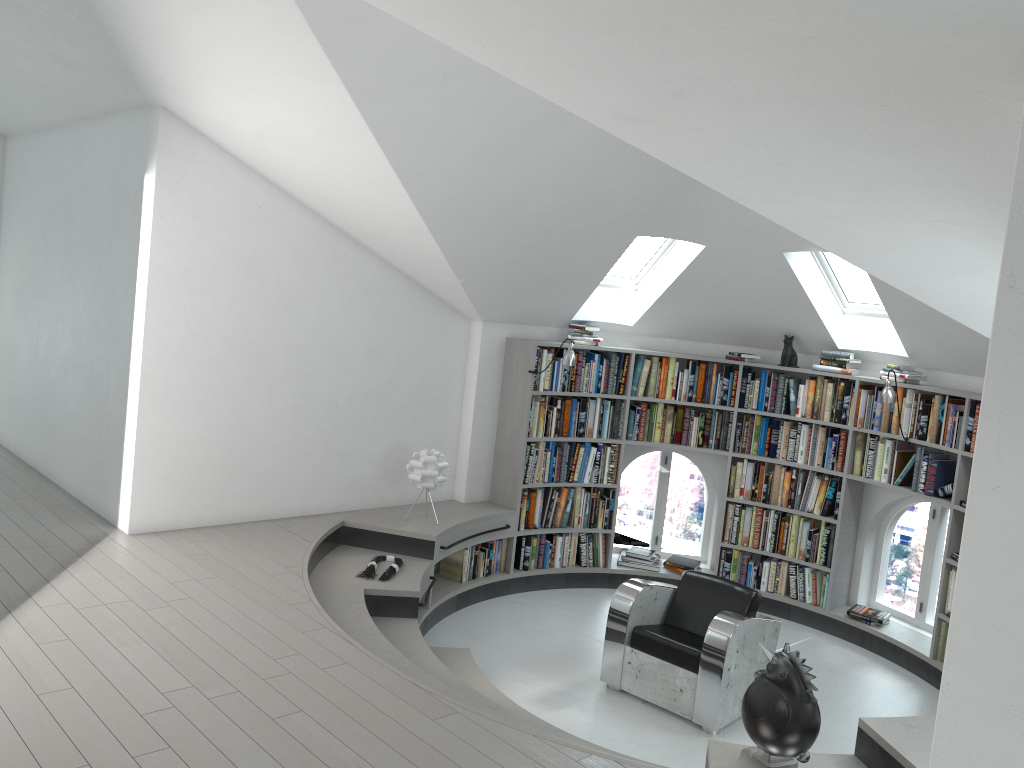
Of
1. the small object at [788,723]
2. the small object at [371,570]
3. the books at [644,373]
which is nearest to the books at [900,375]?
the books at [644,373]

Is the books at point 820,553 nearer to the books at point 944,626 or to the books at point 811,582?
the books at point 811,582

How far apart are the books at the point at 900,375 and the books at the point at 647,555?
1.9 meters

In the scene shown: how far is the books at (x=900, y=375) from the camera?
6.7m

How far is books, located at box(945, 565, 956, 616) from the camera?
6.1m

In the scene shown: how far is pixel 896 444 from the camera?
6.74m

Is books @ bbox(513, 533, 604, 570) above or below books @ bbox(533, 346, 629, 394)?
below

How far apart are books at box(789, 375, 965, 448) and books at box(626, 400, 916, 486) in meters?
0.1

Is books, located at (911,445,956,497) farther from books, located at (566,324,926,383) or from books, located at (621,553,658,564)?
books, located at (621,553,658,564)

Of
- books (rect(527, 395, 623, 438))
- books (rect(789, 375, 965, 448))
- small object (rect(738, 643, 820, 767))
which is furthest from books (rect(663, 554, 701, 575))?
small object (rect(738, 643, 820, 767))
